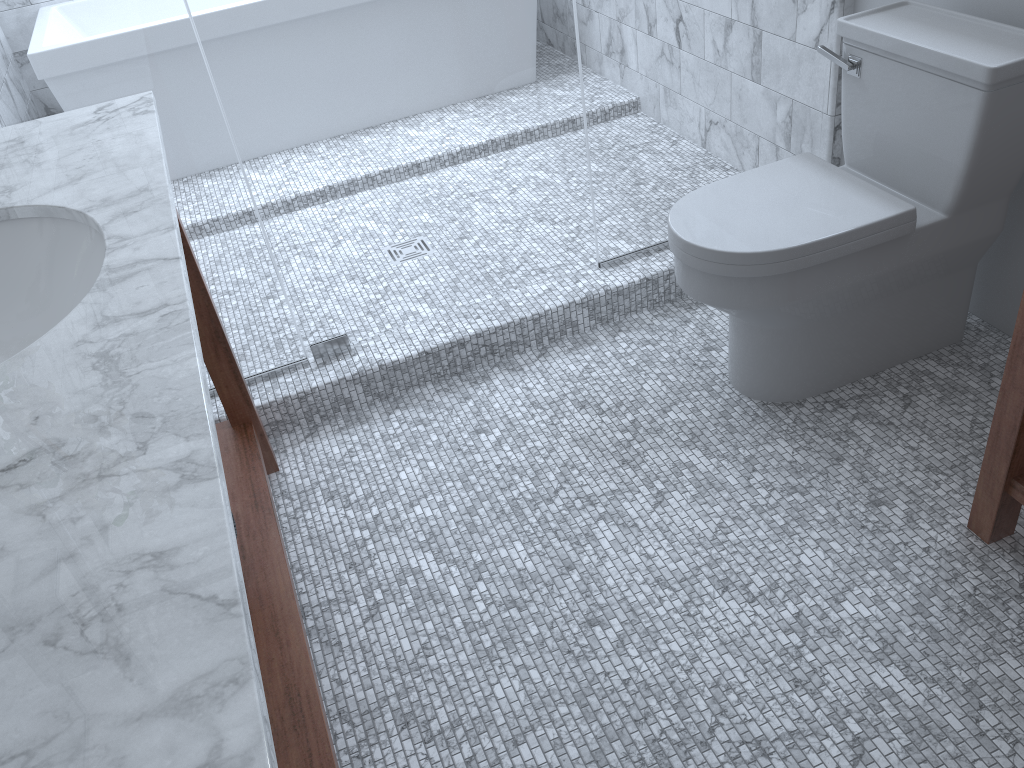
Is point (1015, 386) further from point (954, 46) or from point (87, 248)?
point (87, 248)

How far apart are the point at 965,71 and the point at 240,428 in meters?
1.7 m

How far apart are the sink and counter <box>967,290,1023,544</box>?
1.4m

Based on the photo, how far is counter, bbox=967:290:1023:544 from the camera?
1.47m

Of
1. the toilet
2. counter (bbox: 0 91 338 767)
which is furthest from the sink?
the toilet

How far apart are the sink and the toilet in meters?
1.1

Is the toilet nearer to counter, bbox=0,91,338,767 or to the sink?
counter, bbox=0,91,338,767

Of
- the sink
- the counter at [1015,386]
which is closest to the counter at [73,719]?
the sink

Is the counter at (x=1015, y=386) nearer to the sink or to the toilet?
the toilet

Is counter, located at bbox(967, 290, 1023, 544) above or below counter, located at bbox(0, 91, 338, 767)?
below
